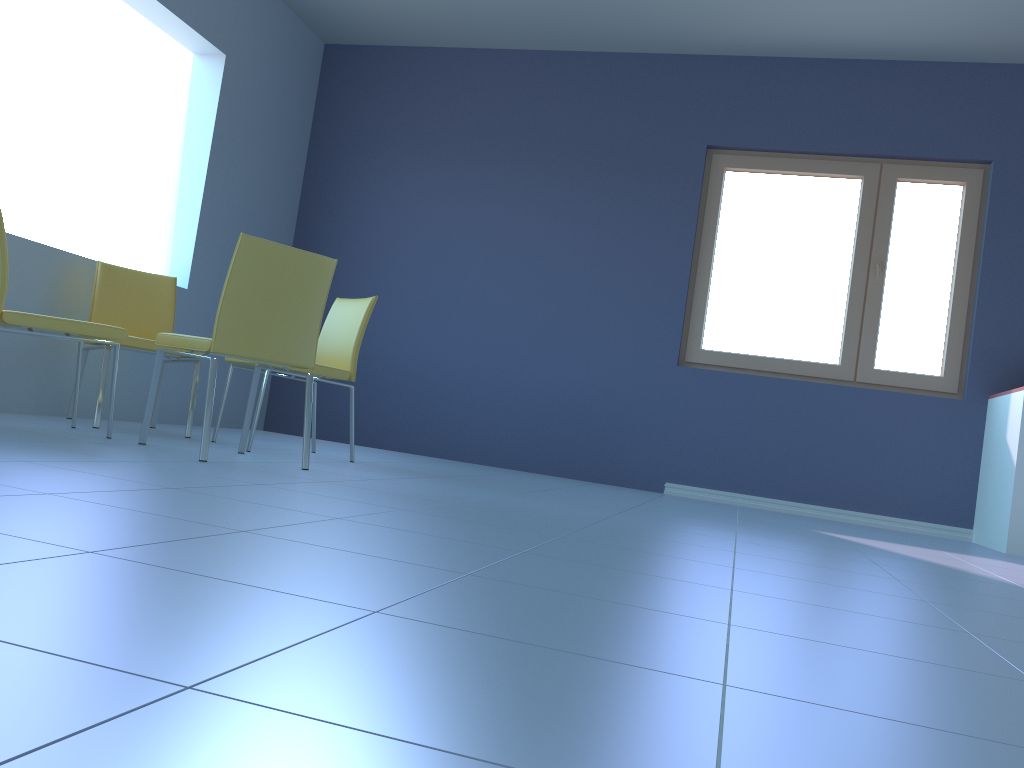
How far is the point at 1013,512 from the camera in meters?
3.9 m

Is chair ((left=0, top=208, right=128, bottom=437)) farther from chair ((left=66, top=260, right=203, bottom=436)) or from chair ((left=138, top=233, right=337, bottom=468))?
chair ((left=66, top=260, right=203, bottom=436))

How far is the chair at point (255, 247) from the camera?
2.71m

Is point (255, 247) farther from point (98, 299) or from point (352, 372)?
point (98, 299)

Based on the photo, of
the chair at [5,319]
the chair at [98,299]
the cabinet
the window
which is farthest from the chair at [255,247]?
the cabinet

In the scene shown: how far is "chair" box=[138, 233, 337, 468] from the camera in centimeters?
271cm

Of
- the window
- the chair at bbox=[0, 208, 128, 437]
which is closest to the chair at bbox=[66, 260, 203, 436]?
the chair at bbox=[0, 208, 128, 437]

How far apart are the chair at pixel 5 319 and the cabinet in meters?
3.7

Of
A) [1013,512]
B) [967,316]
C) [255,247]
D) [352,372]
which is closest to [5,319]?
[255,247]

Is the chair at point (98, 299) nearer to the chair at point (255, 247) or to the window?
the chair at point (255, 247)
